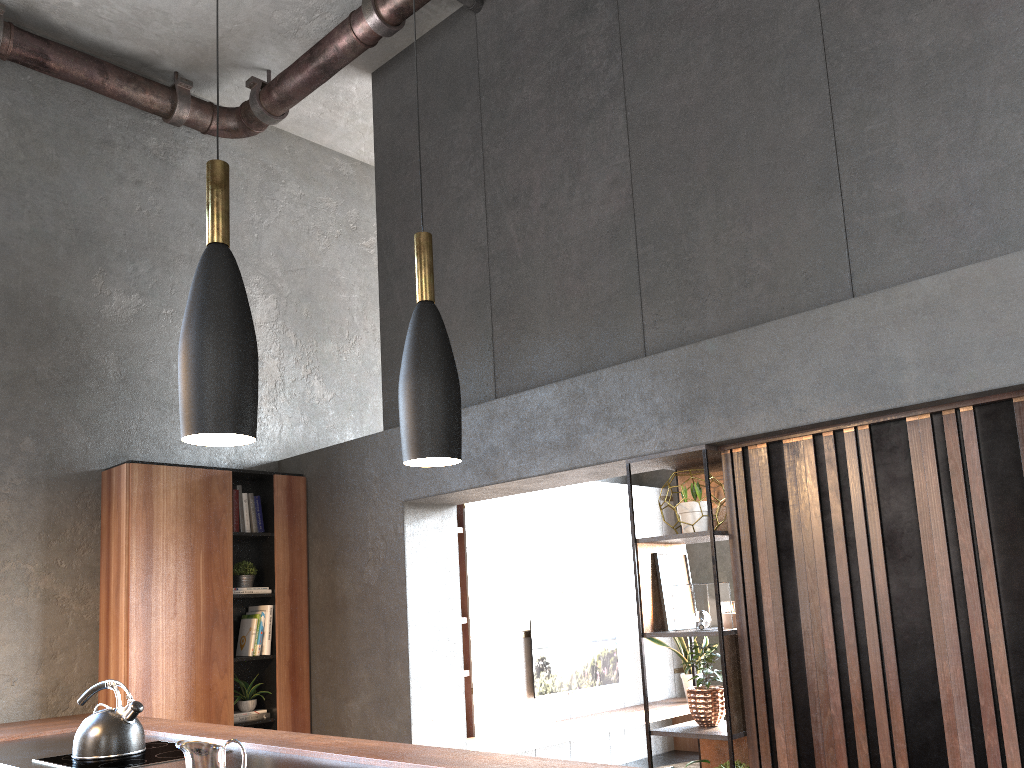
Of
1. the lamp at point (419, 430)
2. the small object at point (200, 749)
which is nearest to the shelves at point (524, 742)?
the small object at point (200, 749)

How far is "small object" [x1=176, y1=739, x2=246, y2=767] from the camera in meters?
1.7

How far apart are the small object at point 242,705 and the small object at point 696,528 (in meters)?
2.95

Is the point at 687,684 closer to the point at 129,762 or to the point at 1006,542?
the point at 1006,542

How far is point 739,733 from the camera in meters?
3.5

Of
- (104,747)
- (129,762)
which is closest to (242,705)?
(104,747)

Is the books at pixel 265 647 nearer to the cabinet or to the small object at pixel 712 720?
the cabinet

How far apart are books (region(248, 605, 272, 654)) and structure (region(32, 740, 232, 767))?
1.8 meters

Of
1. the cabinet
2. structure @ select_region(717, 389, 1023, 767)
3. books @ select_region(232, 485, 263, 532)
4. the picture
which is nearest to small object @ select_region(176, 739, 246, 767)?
the cabinet

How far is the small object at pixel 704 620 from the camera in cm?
372
